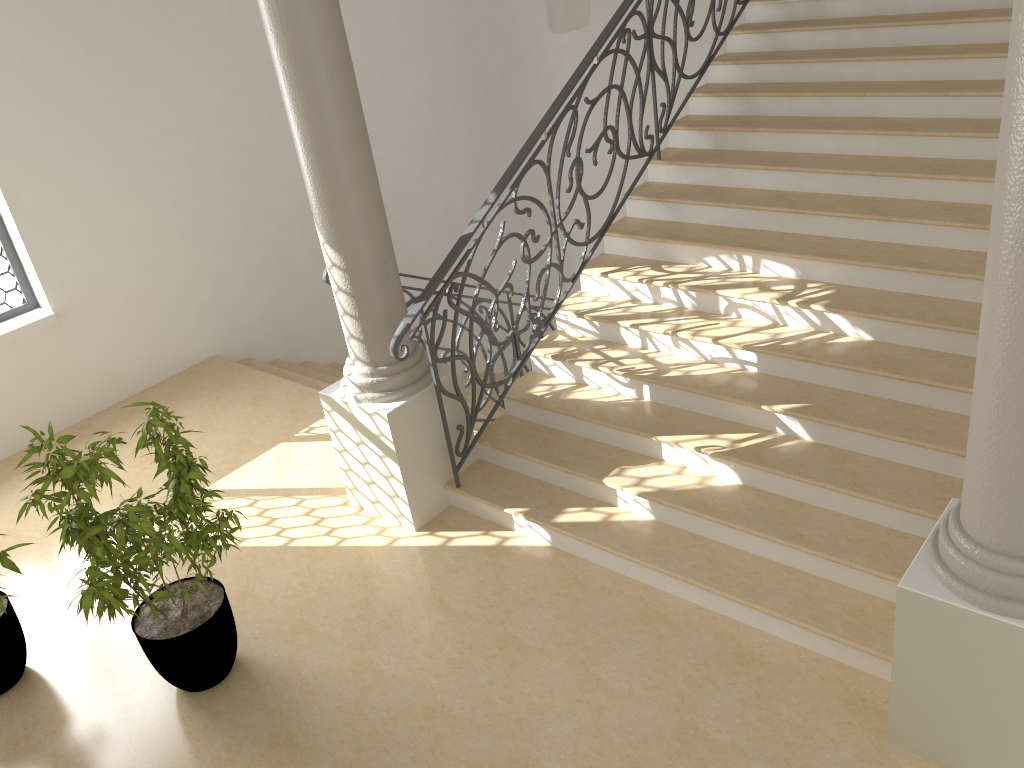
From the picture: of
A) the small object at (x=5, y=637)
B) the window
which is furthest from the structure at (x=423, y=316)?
the window

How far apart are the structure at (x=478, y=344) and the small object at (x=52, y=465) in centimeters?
201cm

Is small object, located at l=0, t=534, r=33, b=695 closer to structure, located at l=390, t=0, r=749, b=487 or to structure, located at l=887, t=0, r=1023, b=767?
structure, located at l=390, t=0, r=749, b=487

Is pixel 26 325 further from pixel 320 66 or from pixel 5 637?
pixel 320 66

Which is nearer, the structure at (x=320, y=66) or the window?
the structure at (x=320, y=66)

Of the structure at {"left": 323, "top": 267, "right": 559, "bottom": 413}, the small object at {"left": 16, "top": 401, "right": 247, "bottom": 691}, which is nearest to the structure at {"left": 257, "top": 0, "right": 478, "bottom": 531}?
the structure at {"left": 323, "top": 267, "right": 559, "bottom": 413}

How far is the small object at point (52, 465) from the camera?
3.7 meters

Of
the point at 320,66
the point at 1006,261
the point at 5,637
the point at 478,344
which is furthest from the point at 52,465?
the point at 1006,261

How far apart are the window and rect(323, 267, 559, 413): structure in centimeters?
309cm

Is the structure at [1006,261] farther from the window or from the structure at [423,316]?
the window
